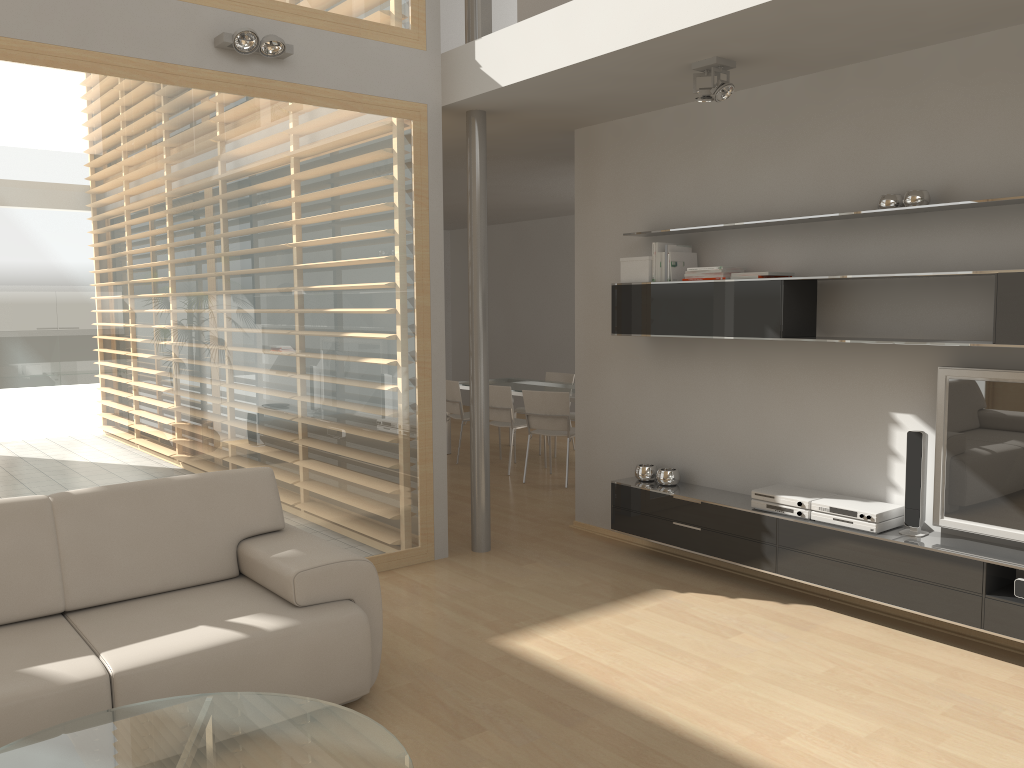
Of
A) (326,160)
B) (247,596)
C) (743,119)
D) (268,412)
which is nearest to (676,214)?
(743,119)

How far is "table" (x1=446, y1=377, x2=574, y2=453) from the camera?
8.37m

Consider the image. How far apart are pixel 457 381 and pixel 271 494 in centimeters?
481cm

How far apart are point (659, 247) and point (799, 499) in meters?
1.6 m

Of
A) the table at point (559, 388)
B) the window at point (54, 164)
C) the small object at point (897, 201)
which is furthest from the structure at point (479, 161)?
the table at point (559, 388)

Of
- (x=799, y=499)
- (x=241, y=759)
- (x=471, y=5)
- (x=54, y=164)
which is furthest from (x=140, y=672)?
(x=471, y=5)

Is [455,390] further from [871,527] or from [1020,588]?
[1020,588]

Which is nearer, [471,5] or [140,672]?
[140,672]

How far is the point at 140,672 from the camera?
2.8m

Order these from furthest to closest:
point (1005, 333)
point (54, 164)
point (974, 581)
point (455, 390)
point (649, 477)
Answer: point (455, 390), point (649, 477), point (54, 164), point (974, 581), point (1005, 333)
